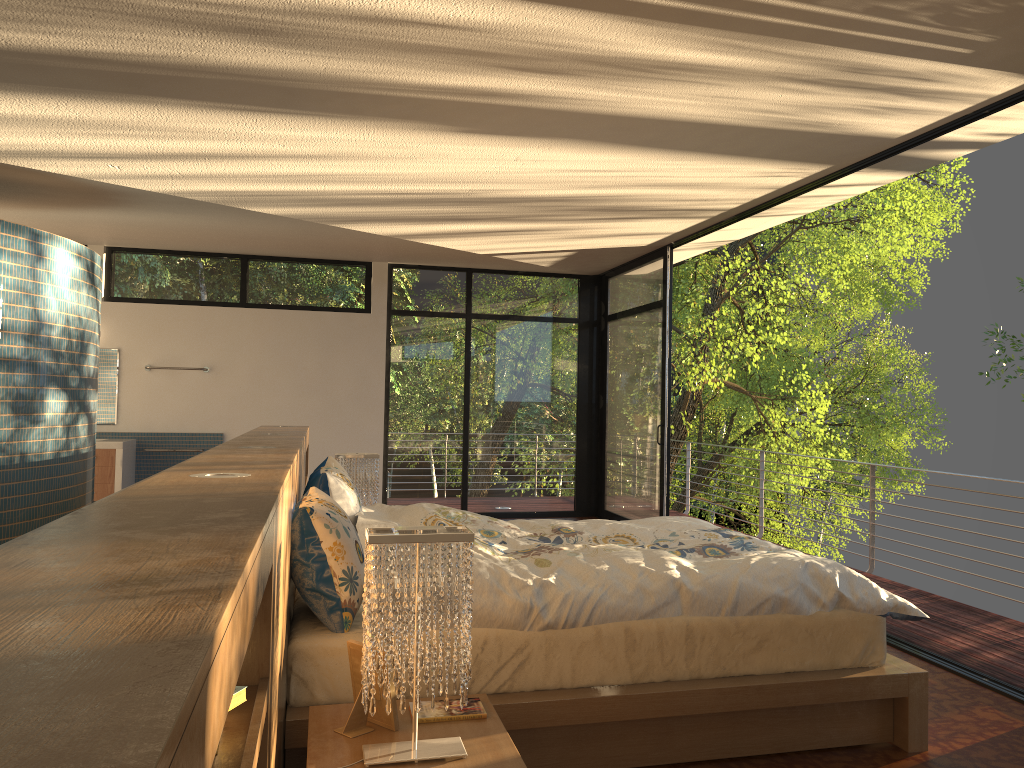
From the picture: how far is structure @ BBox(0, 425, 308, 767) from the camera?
0.5 meters

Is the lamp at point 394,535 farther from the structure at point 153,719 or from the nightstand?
the structure at point 153,719

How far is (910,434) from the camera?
20.5 meters

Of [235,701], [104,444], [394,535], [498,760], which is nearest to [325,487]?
[394,535]

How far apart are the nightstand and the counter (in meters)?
5.85

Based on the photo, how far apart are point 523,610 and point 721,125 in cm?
203

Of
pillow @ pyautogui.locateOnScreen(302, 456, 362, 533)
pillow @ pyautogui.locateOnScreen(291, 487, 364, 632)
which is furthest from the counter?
pillow @ pyautogui.locateOnScreen(291, 487, 364, 632)

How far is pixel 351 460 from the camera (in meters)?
4.99

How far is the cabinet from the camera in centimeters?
747cm

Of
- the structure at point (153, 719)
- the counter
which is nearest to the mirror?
the counter
